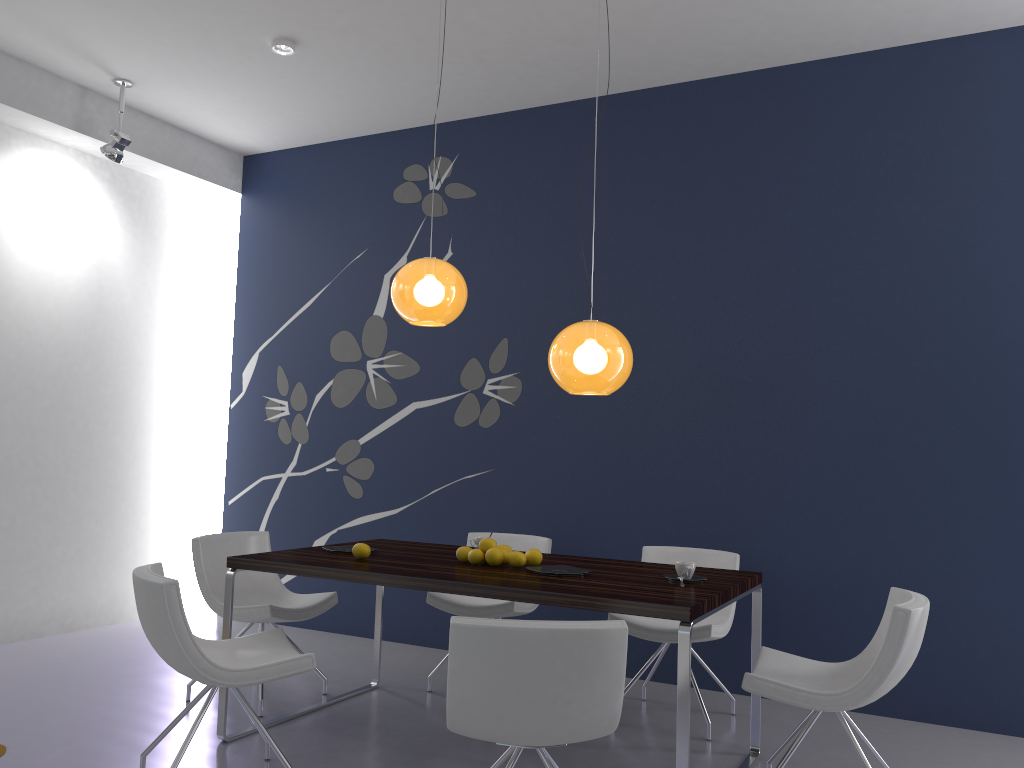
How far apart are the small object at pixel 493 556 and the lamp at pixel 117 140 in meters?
3.6 m

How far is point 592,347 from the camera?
3.58m

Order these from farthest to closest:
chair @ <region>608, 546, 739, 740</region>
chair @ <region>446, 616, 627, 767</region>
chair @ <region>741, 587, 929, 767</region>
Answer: chair @ <region>608, 546, 739, 740</region>, chair @ <region>741, 587, 929, 767</region>, chair @ <region>446, 616, 627, 767</region>

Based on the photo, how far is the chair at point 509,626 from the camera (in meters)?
2.42

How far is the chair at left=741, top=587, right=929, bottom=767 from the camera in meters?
3.0 m

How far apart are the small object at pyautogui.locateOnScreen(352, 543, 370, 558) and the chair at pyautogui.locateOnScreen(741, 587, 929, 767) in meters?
1.7 m

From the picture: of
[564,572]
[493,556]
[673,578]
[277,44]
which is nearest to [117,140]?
[277,44]

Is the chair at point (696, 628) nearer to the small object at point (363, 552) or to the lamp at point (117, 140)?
the small object at point (363, 552)

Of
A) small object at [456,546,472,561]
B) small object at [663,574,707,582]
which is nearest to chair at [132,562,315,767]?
small object at [456,546,472,561]

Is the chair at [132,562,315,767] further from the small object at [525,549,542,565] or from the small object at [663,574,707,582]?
the small object at [663,574,707,582]
